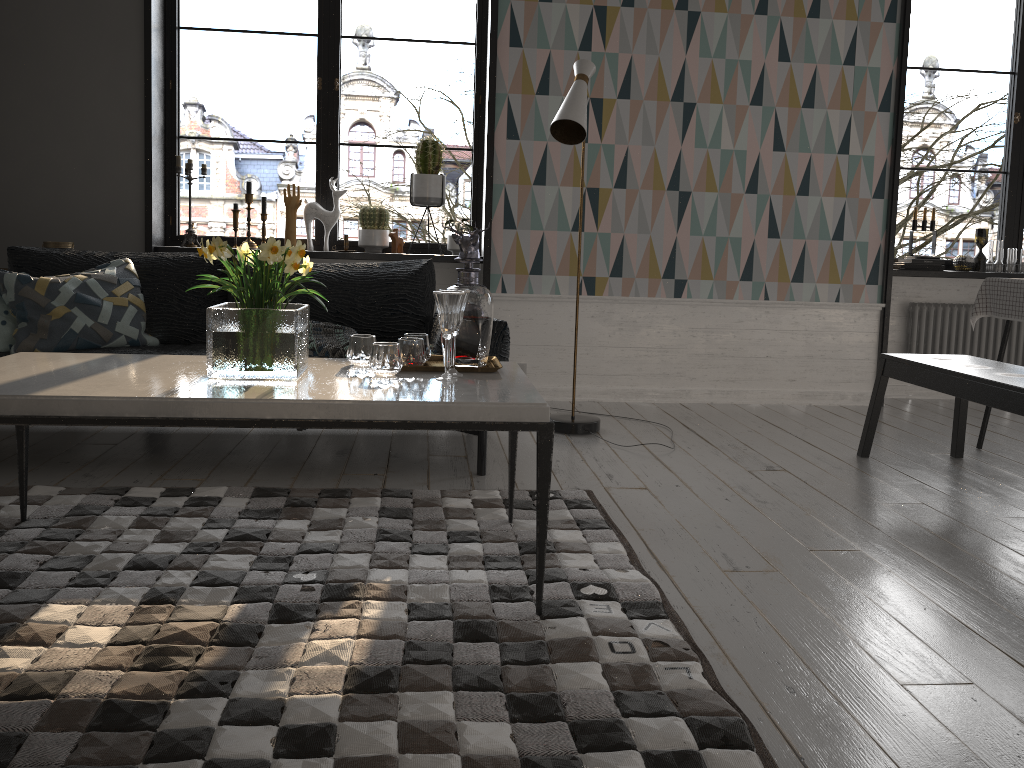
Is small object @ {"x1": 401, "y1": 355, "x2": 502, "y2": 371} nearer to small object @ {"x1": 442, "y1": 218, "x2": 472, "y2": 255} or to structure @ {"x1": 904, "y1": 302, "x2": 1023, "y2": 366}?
small object @ {"x1": 442, "y1": 218, "x2": 472, "y2": 255}

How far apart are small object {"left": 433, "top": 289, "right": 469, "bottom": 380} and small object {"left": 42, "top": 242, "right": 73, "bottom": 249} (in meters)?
2.86

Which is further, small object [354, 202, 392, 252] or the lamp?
small object [354, 202, 392, 252]

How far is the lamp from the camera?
3.7m

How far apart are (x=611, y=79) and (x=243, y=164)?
32.1 meters

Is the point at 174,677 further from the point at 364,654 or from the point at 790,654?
the point at 790,654

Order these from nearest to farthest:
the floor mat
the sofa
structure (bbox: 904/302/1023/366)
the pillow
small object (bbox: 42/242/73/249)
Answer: the floor mat < the pillow < the sofa < small object (bbox: 42/242/73/249) < structure (bbox: 904/302/1023/366)

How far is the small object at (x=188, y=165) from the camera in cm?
470

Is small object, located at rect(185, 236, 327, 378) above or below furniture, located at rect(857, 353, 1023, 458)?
above

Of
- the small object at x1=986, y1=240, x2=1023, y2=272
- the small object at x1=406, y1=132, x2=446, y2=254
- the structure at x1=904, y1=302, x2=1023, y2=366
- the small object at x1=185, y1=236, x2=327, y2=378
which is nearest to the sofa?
the small object at x1=406, y1=132, x2=446, y2=254
